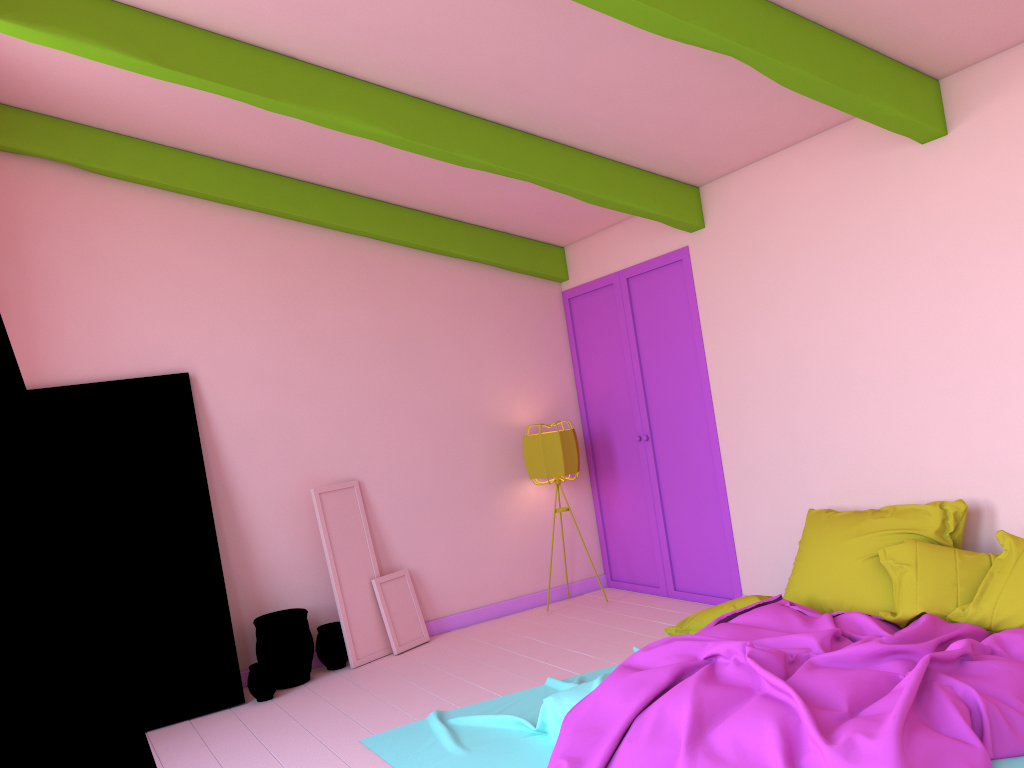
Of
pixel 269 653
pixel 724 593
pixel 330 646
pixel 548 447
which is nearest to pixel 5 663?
pixel 269 653

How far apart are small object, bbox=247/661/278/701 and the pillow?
2.5m

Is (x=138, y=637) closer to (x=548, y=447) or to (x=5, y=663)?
(x=548, y=447)

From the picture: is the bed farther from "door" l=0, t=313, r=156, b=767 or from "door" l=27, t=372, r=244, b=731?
"door" l=0, t=313, r=156, b=767

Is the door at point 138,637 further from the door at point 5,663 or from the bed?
the door at point 5,663

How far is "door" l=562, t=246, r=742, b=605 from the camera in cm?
635

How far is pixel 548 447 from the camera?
6.9 meters

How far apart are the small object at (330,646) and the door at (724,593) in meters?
2.4

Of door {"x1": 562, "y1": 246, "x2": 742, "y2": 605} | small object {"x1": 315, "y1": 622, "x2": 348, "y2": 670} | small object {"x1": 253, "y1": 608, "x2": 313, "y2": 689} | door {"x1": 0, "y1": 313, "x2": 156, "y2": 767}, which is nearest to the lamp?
door {"x1": 562, "y1": 246, "x2": 742, "y2": 605}

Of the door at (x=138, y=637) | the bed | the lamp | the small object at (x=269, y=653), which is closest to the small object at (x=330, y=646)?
the small object at (x=269, y=653)
